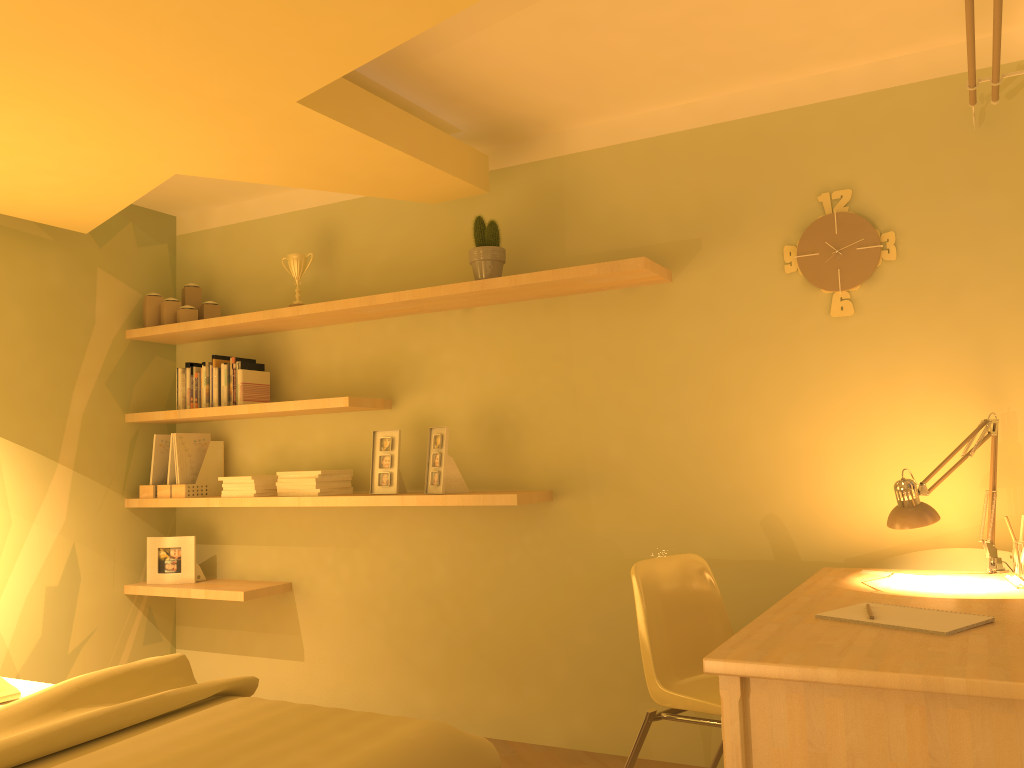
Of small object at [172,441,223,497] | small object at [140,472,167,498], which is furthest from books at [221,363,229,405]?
small object at [140,472,167,498]

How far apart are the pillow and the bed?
0.1m

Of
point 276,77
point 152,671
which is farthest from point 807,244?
point 152,671

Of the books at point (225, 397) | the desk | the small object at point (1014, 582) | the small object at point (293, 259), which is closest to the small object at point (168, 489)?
the books at point (225, 397)

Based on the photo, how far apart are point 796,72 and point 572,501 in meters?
1.7 m

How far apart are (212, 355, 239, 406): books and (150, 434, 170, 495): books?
0.48m

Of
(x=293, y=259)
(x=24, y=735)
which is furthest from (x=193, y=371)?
(x=24, y=735)

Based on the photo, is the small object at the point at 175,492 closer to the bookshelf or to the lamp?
the bookshelf

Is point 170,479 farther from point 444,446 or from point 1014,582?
point 1014,582

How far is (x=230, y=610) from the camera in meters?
4.2 m
